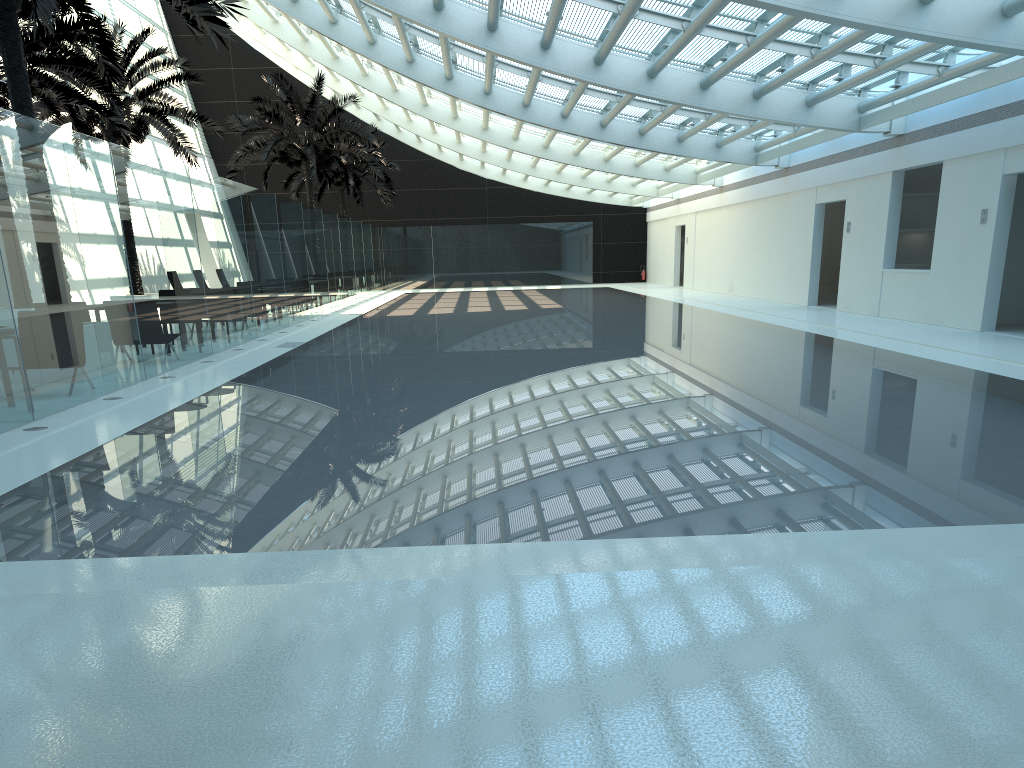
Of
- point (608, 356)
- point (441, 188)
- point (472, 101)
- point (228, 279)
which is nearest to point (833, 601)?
point (608, 356)

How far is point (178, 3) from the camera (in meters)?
10.37

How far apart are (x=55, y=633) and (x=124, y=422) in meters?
5.2 m

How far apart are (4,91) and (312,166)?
12.35m

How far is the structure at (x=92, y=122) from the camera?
20.9m

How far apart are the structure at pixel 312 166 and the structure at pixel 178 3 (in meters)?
14.89

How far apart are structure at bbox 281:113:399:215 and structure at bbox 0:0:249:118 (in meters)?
23.07

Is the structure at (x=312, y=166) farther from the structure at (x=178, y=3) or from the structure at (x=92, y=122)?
the structure at (x=178, y=3)

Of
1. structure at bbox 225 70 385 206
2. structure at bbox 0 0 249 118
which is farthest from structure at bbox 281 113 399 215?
structure at bbox 0 0 249 118

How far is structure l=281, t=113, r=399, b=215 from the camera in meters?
36.5
